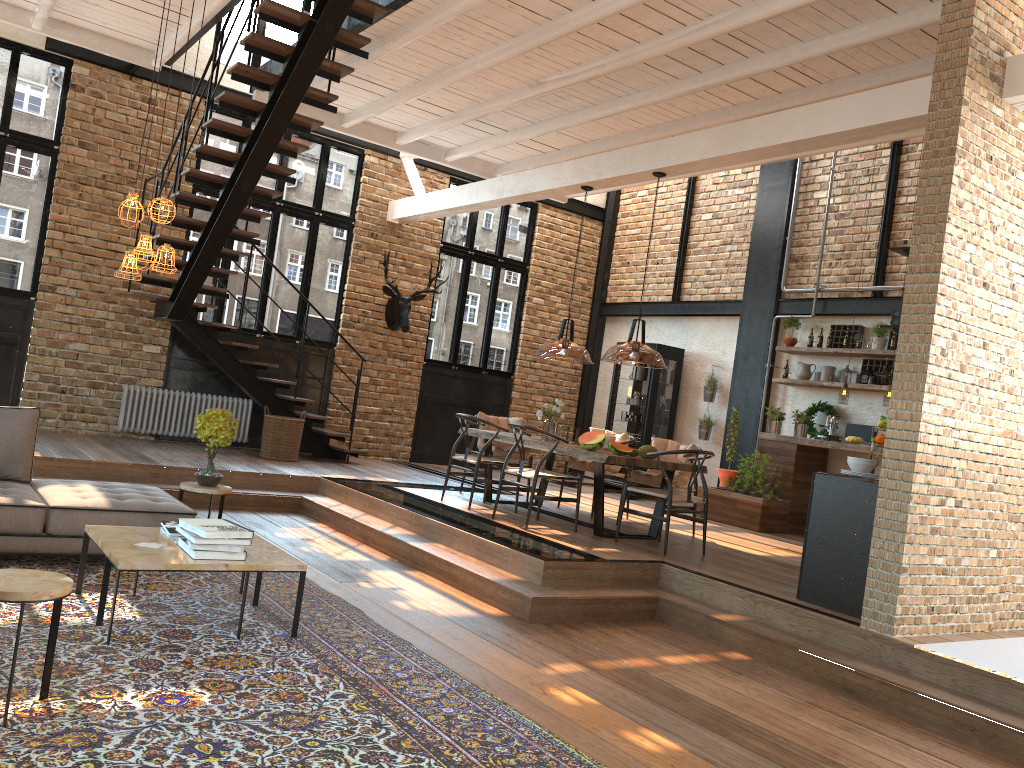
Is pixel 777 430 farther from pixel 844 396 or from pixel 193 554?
pixel 193 554

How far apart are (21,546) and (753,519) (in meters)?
7.29

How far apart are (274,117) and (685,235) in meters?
6.8 m

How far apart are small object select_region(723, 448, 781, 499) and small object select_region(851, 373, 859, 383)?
1.5m

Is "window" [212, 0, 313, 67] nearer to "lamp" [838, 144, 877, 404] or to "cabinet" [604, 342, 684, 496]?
"cabinet" [604, 342, 684, 496]

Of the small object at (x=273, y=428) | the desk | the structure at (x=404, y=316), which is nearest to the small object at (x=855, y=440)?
the desk

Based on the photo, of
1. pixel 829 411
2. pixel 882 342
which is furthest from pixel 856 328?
pixel 829 411

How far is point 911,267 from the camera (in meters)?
5.25

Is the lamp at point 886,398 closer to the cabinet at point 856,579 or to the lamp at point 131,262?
the cabinet at point 856,579

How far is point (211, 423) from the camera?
6.15m
